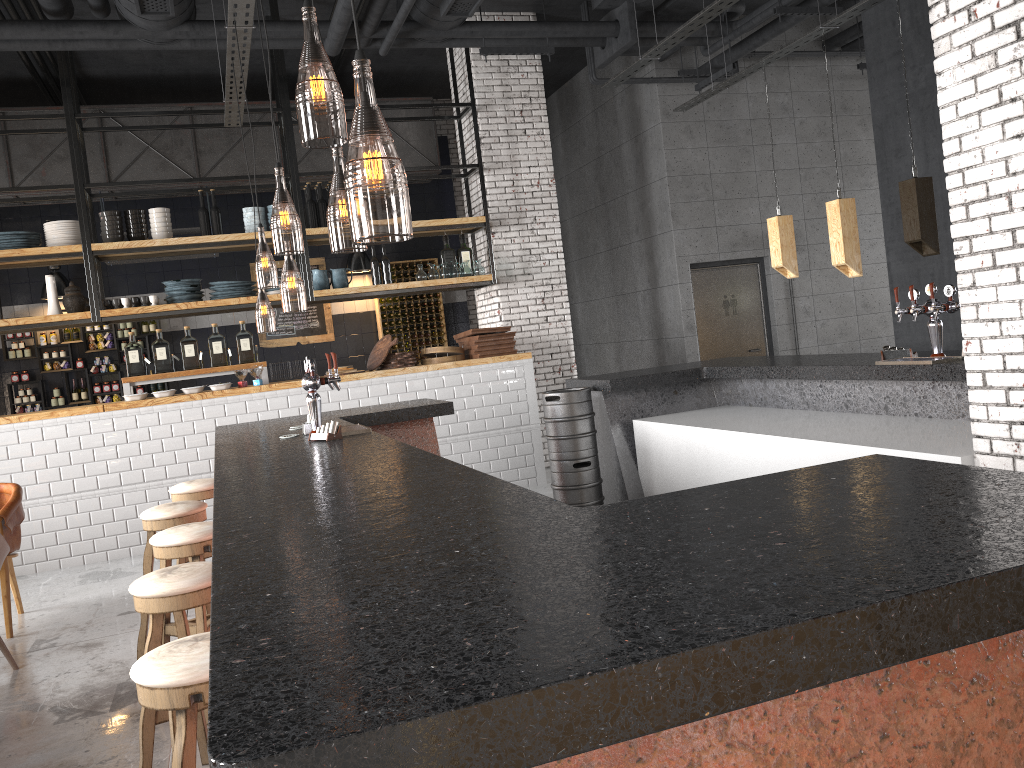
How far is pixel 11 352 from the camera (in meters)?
10.59

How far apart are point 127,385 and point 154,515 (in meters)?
3.73

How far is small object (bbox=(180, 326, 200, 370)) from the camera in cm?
810

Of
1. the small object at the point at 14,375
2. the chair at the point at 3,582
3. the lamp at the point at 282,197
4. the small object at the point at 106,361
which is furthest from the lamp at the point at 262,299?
the chair at the point at 3,582

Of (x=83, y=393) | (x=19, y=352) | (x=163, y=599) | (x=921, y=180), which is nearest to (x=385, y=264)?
(x=83, y=393)

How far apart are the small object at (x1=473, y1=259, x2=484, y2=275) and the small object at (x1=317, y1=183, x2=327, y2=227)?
1.6 meters

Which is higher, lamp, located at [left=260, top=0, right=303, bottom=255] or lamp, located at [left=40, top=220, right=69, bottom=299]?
lamp, located at [left=260, top=0, right=303, bottom=255]

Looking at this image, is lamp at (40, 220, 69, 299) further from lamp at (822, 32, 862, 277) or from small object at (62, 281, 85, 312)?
lamp at (822, 32, 862, 277)

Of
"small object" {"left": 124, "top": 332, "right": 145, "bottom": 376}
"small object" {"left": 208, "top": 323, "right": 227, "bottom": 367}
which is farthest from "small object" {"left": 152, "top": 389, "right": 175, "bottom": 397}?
"small object" {"left": 208, "top": 323, "right": 227, "bottom": 367}

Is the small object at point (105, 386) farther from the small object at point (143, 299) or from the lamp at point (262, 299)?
the small object at point (143, 299)
